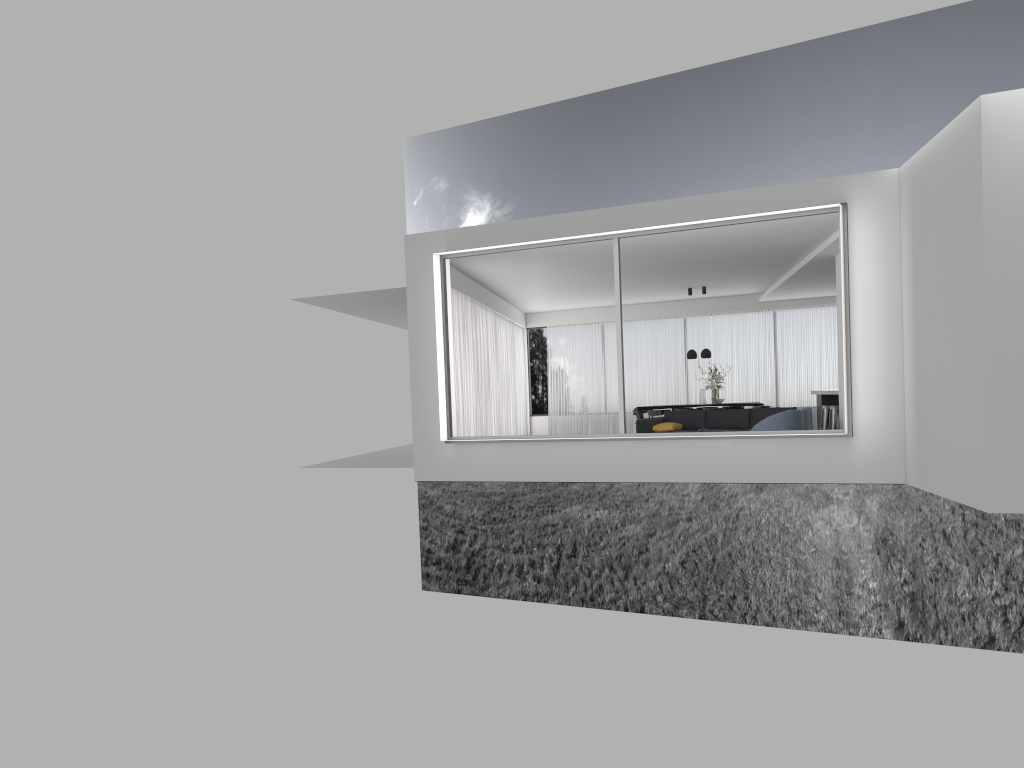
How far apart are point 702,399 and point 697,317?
3.0m

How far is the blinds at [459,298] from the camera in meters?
14.9 m

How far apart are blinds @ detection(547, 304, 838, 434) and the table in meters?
2.4

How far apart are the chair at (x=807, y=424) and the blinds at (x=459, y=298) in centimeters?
545cm

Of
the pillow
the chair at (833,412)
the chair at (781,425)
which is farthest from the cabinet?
the chair at (781,425)

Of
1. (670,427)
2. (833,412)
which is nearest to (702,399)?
(833,412)

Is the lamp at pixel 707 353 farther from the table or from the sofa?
the sofa

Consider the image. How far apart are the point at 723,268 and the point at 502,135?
28.15m

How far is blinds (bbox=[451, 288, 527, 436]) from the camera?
14.9m

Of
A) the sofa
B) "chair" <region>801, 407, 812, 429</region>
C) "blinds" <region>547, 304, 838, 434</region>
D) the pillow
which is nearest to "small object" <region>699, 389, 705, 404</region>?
"blinds" <region>547, 304, 838, 434</region>
